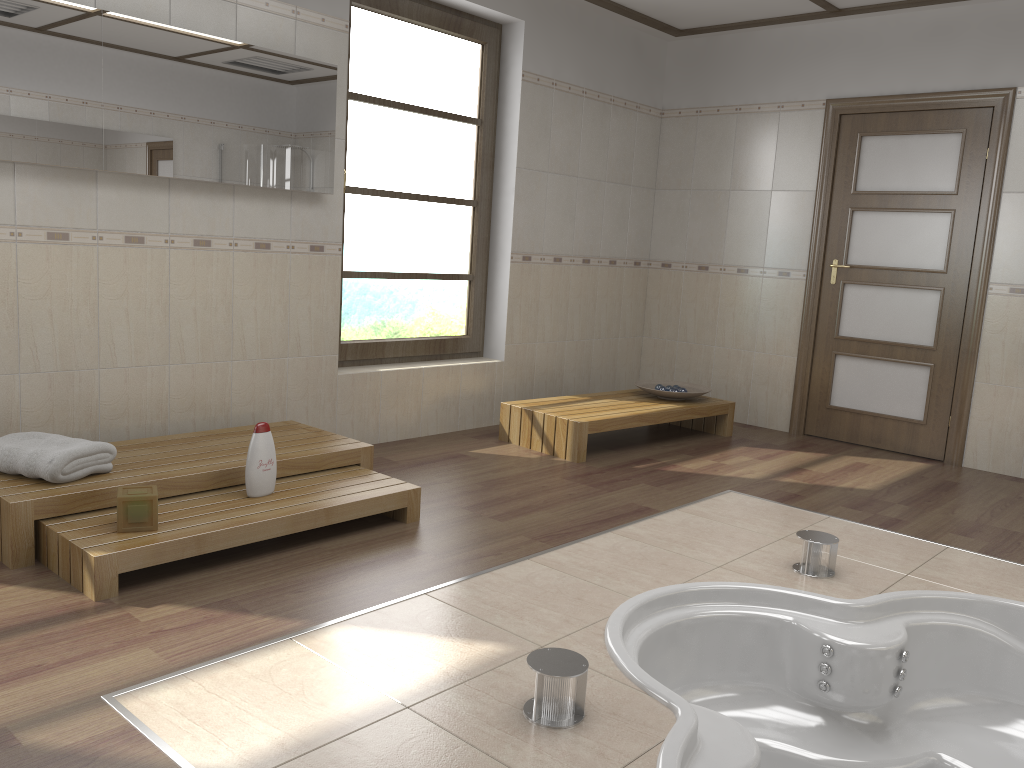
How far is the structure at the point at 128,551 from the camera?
2.66m

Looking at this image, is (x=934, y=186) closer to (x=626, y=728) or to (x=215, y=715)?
(x=626, y=728)

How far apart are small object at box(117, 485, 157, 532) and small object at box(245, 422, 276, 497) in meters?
0.4

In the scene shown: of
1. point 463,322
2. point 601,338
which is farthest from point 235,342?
point 601,338

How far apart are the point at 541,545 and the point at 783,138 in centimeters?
366cm

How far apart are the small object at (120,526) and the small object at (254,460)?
0.39m

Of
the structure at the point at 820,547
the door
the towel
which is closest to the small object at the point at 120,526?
the towel

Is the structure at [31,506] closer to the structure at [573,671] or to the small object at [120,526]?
the small object at [120,526]

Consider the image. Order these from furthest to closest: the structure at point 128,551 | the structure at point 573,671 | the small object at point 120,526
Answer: the small object at point 120,526 < the structure at point 128,551 < the structure at point 573,671

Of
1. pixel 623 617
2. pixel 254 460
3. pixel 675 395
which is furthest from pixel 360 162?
pixel 623 617
